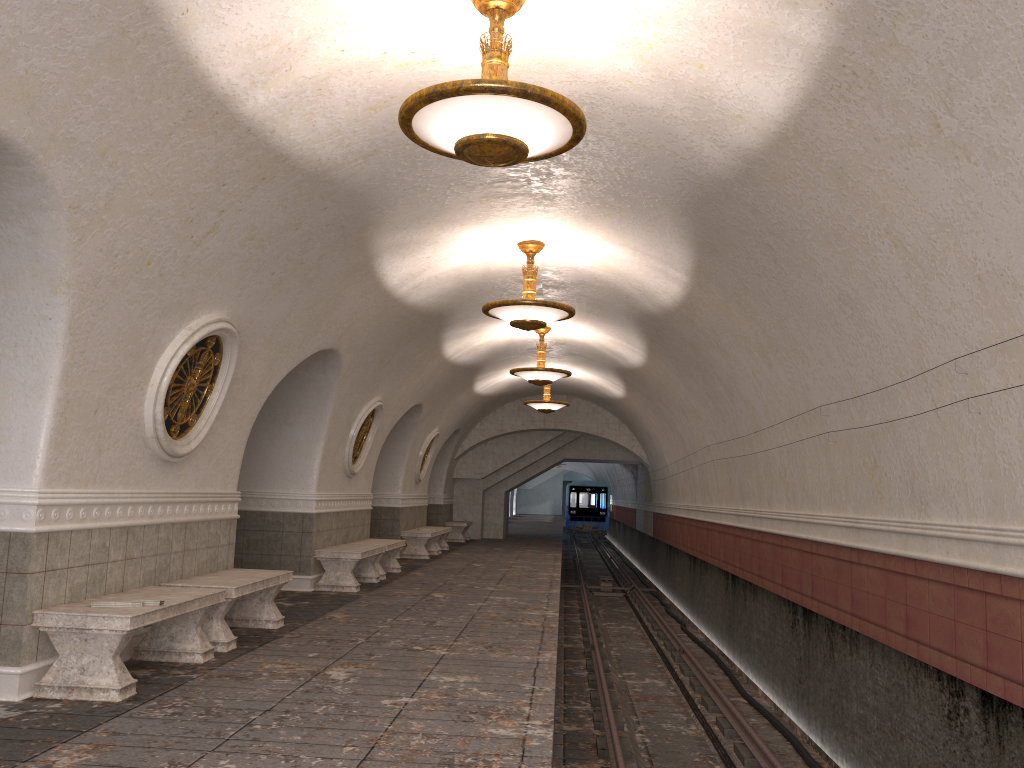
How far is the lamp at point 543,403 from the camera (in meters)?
18.72

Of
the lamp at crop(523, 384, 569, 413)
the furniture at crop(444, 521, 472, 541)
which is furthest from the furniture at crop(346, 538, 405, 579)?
the furniture at crop(444, 521, 472, 541)

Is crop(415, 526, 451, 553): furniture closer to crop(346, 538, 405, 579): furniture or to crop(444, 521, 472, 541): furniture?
crop(444, 521, 472, 541): furniture

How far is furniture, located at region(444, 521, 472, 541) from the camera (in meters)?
23.38

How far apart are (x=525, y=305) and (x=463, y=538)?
15.1m

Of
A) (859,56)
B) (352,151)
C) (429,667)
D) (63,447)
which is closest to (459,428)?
(429,667)

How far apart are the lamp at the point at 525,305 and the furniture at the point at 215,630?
3.3 meters

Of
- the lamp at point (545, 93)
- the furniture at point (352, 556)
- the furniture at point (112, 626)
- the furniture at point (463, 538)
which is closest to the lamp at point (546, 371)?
the furniture at point (352, 556)

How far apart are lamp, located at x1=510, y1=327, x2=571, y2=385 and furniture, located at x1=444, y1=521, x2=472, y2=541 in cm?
1004

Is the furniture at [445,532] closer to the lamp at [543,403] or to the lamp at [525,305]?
the lamp at [543,403]
